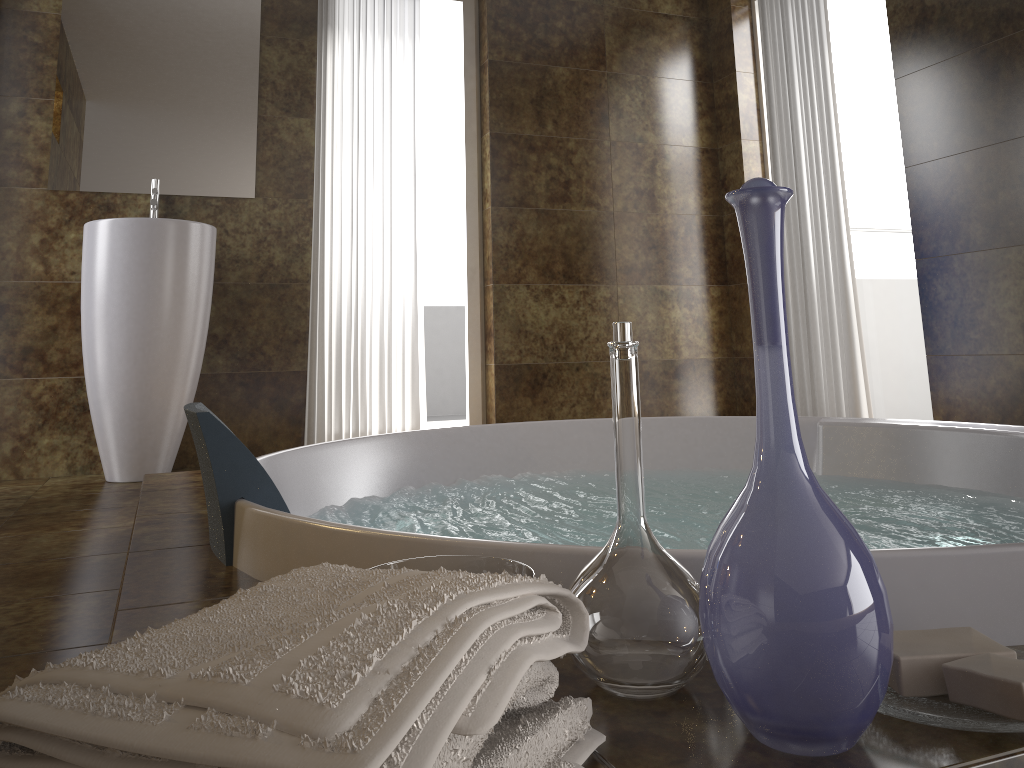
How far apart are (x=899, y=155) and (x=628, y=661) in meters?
4.0 m

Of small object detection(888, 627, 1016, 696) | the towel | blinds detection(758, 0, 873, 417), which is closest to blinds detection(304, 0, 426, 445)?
blinds detection(758, 0, 873, 417)

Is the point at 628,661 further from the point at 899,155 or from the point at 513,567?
the point at 899,155

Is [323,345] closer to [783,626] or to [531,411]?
[531,411]

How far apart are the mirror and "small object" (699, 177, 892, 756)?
3.16m

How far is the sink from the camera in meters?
3.0

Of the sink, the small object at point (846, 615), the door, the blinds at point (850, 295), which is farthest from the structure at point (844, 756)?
the door

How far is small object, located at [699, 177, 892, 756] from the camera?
0.6 meters

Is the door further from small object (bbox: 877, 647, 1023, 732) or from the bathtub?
small object (bbox: 877, 647, 1023, 732)

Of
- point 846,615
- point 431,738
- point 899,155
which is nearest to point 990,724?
point 846,615
